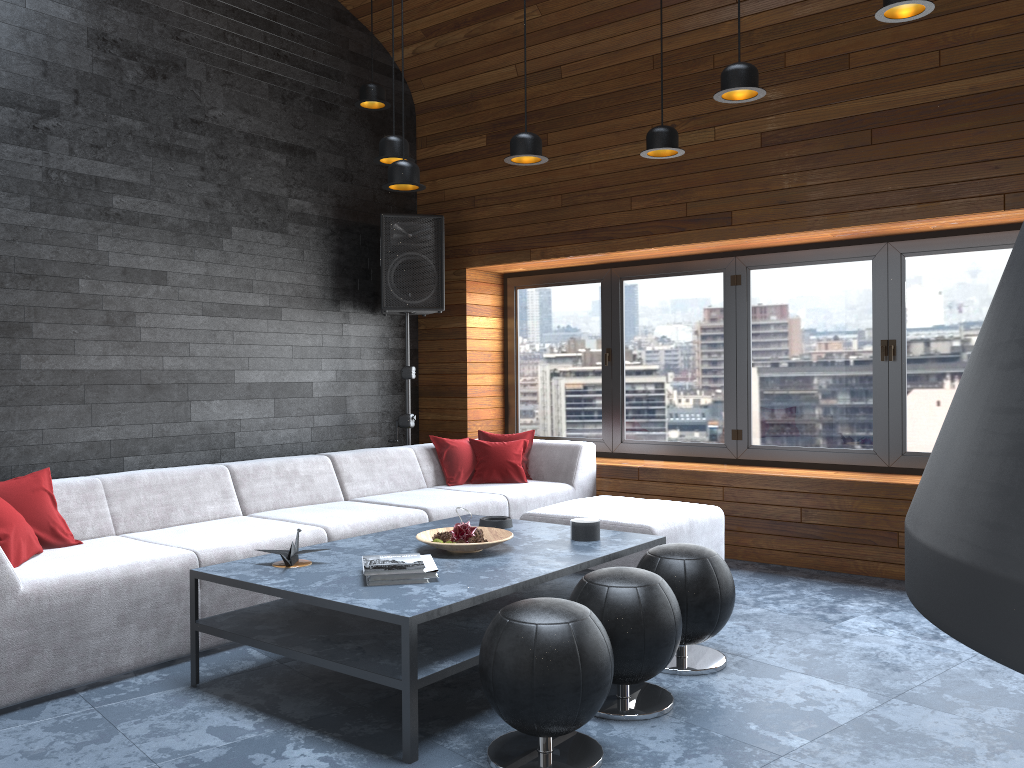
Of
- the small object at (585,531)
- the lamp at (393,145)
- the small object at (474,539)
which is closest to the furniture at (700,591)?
the small object at (585,531)

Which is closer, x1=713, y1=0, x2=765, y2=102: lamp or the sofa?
the sofa

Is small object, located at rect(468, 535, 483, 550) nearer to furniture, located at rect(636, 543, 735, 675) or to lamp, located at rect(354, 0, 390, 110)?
furniture, located at rect(636, 543, 735, 675)

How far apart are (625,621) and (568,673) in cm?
47

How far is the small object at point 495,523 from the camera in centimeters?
408cm

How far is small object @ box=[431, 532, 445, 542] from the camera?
3.6m

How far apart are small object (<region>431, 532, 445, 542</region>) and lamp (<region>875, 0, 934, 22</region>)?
2.7 meters

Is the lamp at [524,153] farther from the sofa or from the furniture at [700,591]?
the furniture at [700,591]

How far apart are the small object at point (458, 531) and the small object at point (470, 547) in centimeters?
9cm

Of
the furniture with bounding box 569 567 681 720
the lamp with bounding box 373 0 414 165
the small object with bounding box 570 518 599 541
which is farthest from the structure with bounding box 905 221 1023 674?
the lamp with bounding box 373 0 414 165
